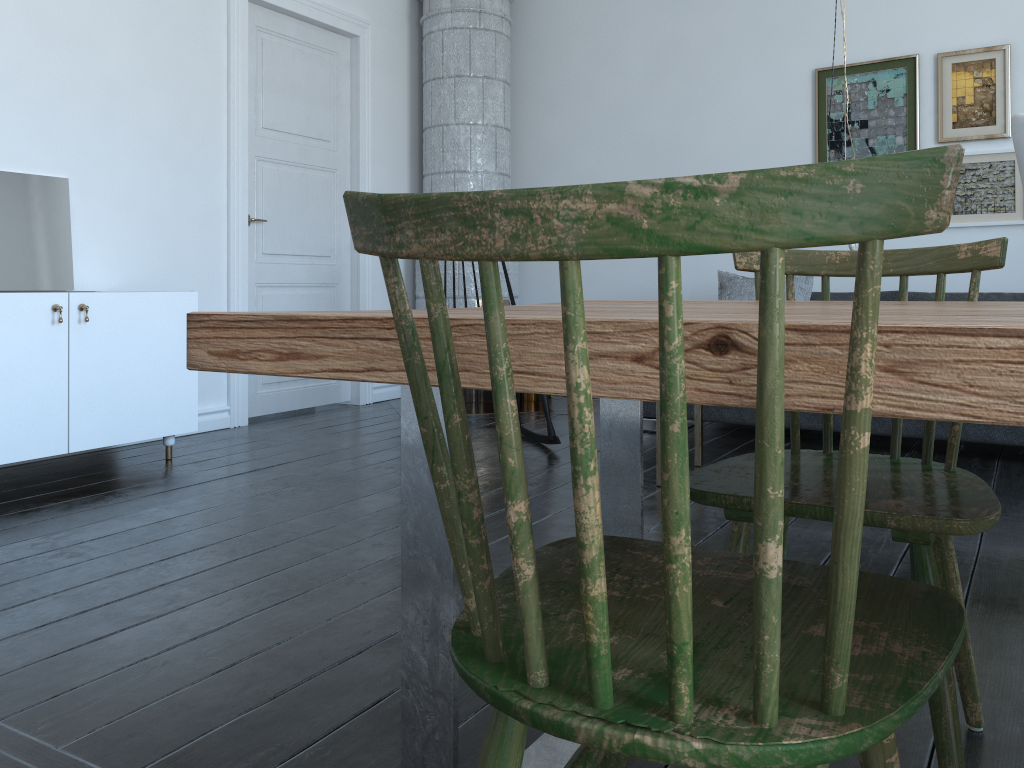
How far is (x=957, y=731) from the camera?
1.2m

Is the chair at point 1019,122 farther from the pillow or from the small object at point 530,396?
the small object at point 530,396

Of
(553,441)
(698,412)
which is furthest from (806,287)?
(553,441)

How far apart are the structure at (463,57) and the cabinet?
1.9 meters

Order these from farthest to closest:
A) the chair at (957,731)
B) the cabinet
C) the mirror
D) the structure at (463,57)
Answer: the structure at (463,57) → the mirror → the cabinet → the chair at (957,731)

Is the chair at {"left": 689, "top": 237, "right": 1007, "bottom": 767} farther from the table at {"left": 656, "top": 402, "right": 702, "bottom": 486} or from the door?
the door

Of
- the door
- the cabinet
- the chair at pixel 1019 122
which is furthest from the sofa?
the chair at pixel 1019 122

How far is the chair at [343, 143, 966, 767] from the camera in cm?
53

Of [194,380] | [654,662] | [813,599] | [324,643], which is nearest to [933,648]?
[813,599]

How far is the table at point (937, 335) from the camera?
0.58m
